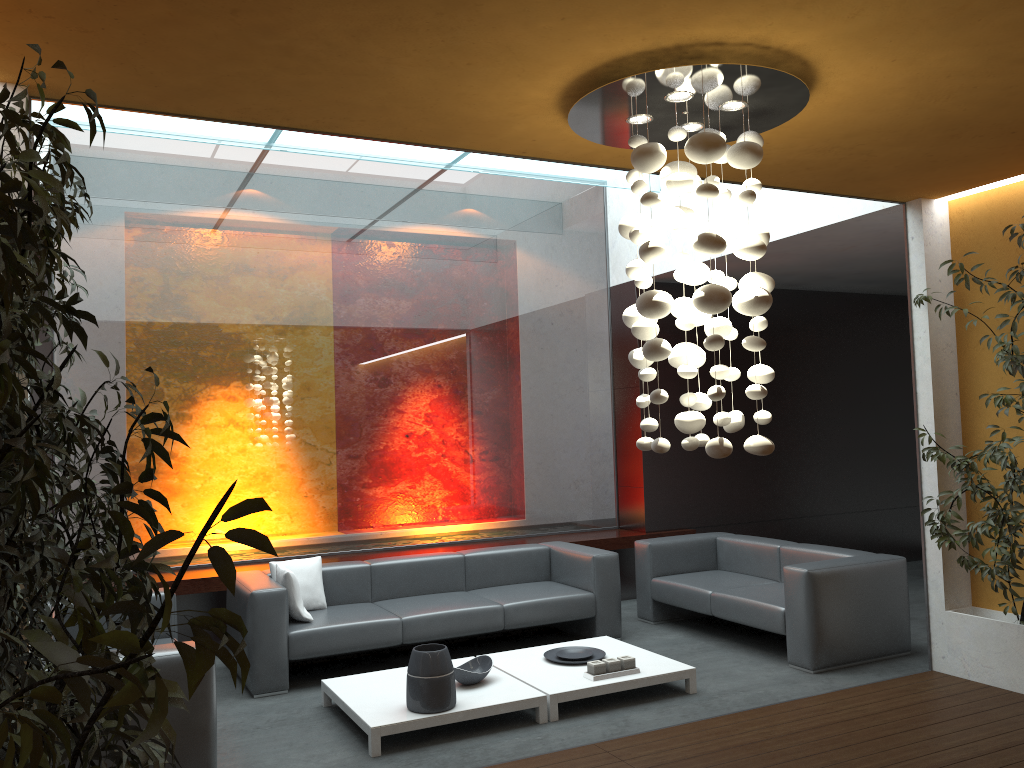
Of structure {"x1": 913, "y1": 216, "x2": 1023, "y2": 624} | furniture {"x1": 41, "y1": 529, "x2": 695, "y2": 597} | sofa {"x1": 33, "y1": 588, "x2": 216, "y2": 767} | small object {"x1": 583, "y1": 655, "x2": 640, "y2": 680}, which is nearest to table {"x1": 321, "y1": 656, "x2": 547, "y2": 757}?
small object {"x1": 583, "y1": 655, "x2": 640, "y2": 680}

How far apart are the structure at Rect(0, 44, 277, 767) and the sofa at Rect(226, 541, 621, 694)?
2.3m

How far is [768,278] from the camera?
3.7 meters

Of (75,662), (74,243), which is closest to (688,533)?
(74,243)

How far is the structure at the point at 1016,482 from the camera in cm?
491

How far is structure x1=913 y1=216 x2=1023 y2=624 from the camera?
4.91m

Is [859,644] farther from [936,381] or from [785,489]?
[785,489]

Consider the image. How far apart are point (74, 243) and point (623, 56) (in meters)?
5.12

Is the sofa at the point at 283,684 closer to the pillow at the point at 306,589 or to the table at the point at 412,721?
the pillow at the point at 306,589

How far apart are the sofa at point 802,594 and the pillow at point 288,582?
2.80m
